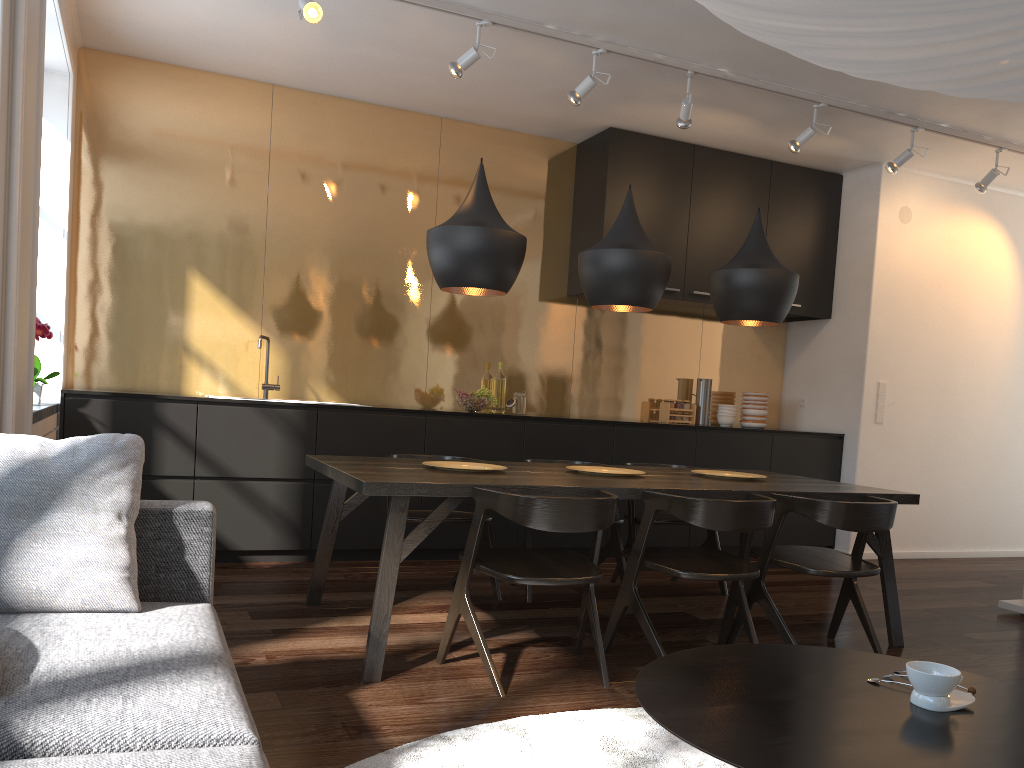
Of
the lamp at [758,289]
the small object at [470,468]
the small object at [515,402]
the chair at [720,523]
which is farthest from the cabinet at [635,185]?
the chair at [720,523]

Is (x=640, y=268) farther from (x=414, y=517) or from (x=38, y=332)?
(x=38, y=332)

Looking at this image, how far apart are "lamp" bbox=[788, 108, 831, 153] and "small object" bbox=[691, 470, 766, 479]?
2.11m

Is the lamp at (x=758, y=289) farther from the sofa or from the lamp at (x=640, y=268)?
the sofa

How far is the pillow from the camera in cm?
192

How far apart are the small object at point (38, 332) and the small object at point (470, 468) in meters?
1.9 m

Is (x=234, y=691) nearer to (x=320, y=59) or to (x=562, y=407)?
(x=320, y=59)

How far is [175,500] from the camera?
2.3 meters

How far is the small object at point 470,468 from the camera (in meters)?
3.71

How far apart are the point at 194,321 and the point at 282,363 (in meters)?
0.57
